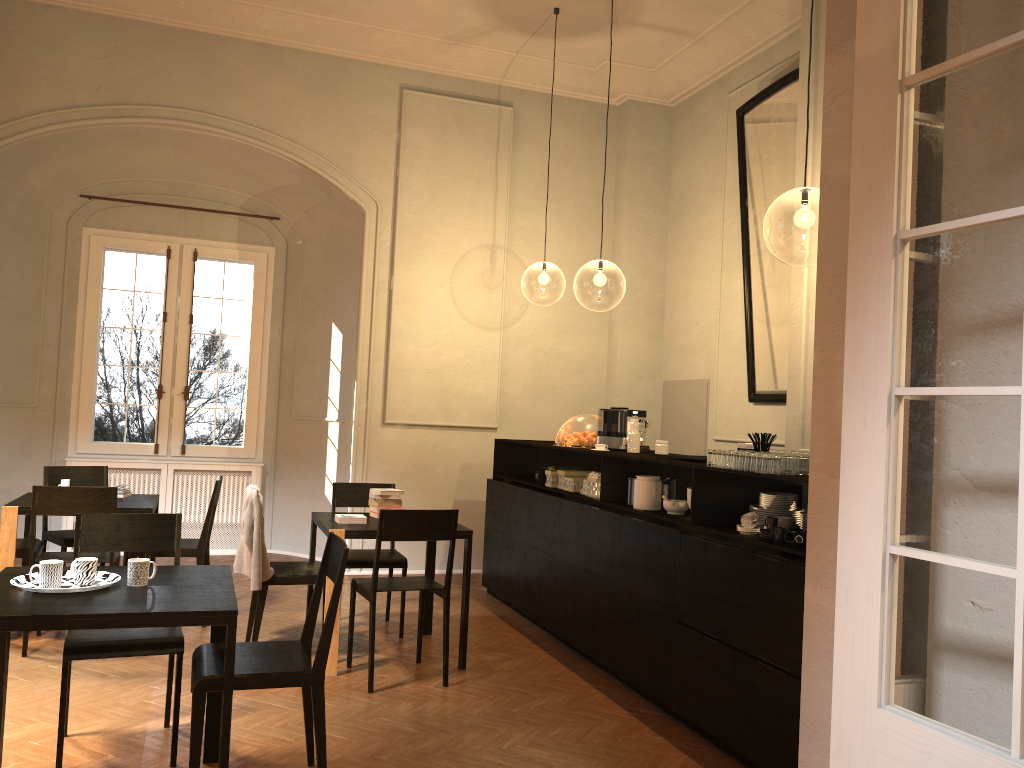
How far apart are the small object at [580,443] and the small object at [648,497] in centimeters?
125cm

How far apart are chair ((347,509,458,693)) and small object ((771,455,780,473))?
2.0 meters

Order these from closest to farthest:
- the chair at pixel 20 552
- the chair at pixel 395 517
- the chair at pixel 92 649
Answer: the chair at pixel 92 649 → the chair at pixel 395 517 → the chair at pixel 20 552

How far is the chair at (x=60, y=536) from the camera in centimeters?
671cm

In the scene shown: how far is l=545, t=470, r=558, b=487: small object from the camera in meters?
7.0

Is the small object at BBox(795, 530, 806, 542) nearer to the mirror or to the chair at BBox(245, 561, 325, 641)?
the chair at BBox(245, 561, 325, 641)

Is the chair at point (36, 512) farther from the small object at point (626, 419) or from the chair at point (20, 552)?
the small object at point (626, 419)

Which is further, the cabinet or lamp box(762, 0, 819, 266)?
lamp box(762, 0, 819, 266)

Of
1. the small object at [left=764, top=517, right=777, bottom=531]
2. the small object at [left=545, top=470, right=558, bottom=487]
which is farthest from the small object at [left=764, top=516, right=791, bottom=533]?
the small object at [left=545, top=470, right=558, bottom=487]

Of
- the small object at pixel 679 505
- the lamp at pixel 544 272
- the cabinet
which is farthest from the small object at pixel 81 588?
the lamp at pixel 544 272
